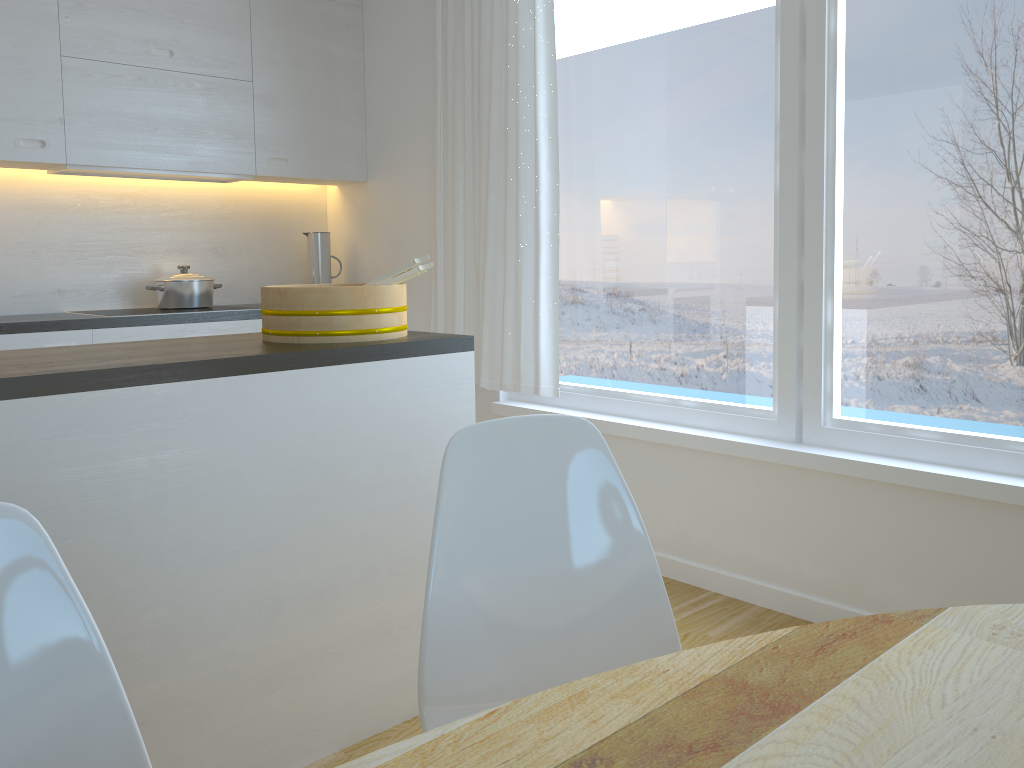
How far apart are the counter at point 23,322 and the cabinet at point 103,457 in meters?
1.8 m

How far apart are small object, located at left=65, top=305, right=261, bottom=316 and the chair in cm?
274

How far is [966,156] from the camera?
2.4 meters

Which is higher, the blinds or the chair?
the blinds

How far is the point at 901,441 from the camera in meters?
2.6

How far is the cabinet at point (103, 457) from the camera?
1.70m

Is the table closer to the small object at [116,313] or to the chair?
the chair

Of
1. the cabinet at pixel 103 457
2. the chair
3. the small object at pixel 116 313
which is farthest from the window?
the chair

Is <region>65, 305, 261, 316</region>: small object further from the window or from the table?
the table

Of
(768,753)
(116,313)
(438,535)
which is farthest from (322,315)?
(116,313)
